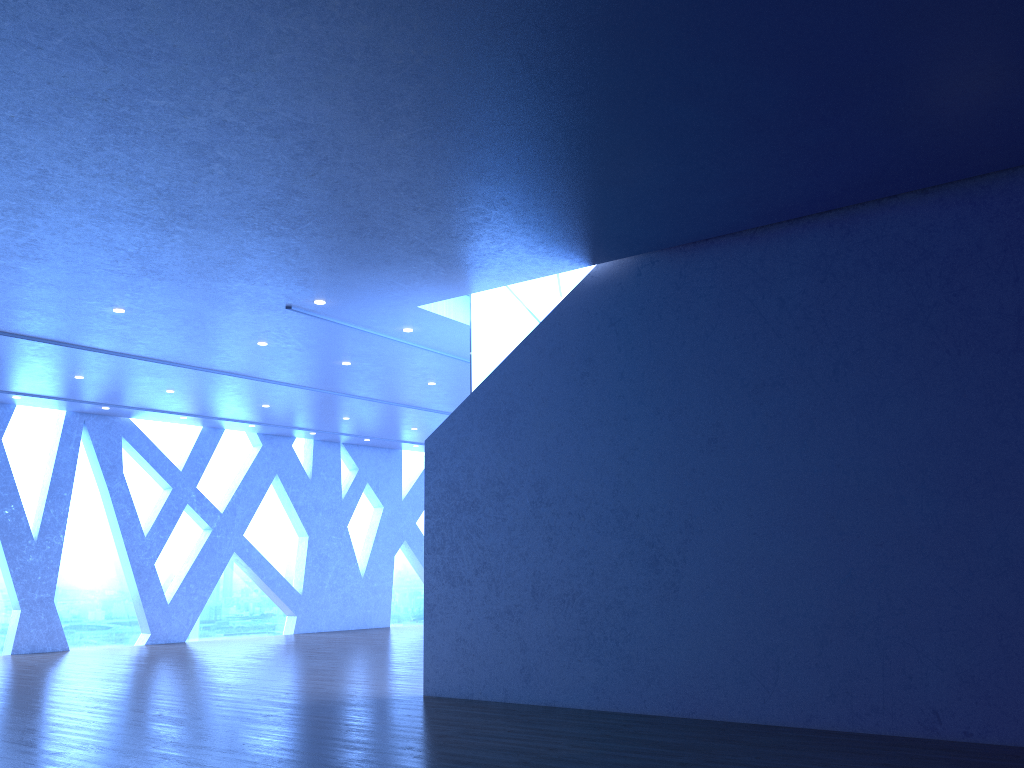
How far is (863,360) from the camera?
6.6m
